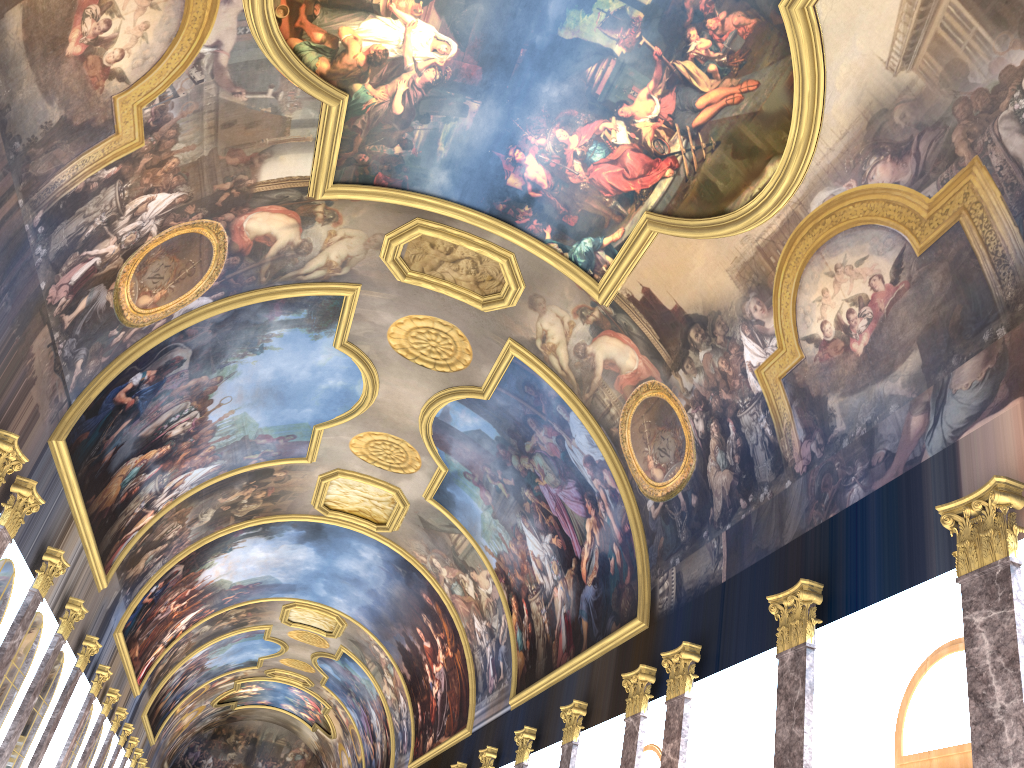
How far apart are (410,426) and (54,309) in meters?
11.5 m
